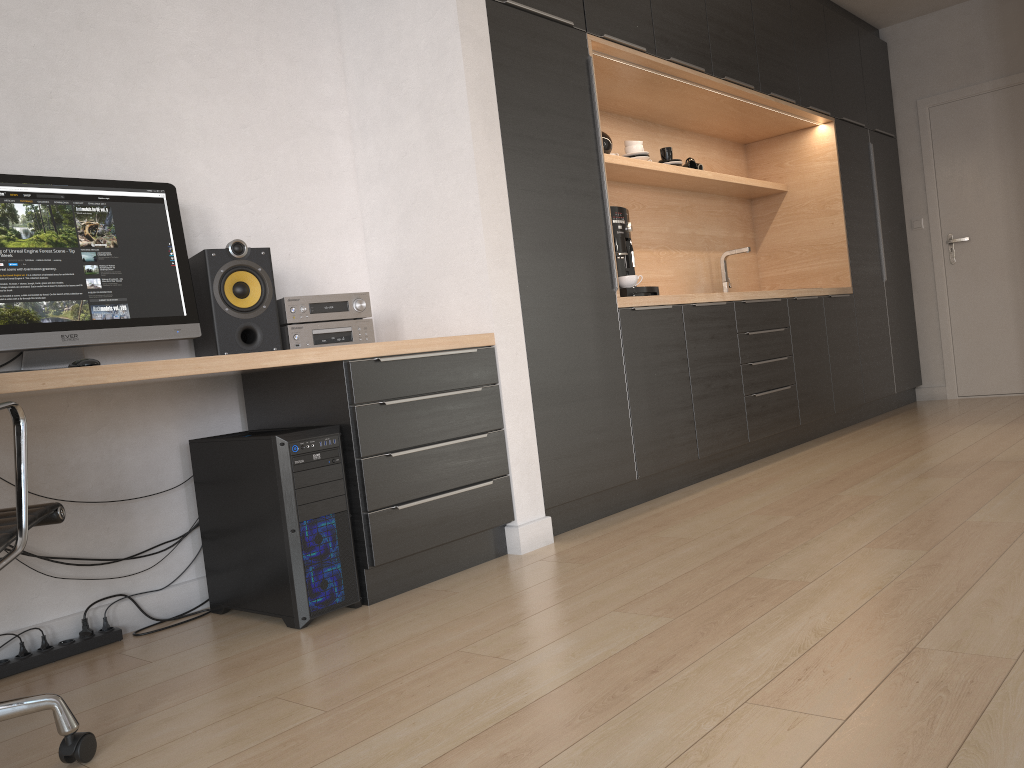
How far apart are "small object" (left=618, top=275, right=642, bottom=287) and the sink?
1.75m

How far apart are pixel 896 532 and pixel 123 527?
2.3 meters

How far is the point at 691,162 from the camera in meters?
5.0 m

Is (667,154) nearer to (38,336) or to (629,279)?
(629,279)

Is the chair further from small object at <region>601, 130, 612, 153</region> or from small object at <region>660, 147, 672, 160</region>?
small object at <region>660, 147, 672, 160</region>

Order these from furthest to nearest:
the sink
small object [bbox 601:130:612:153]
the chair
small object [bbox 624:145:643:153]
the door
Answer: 1. the door
2. the sink
3. small object [bbox 624:145:643:153]
4. small object [bbox 601:130:612:153]
5. the chair

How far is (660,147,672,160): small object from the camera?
4.7 meters

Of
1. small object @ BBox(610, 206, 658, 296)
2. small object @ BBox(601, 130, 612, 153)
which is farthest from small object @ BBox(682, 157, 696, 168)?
small object @ BBox(610, 206, 658, 296)

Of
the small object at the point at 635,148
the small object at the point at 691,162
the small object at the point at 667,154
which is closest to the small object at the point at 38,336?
the small object at the point at 635,148

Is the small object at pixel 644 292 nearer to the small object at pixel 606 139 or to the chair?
the small object at pixel 606 139
